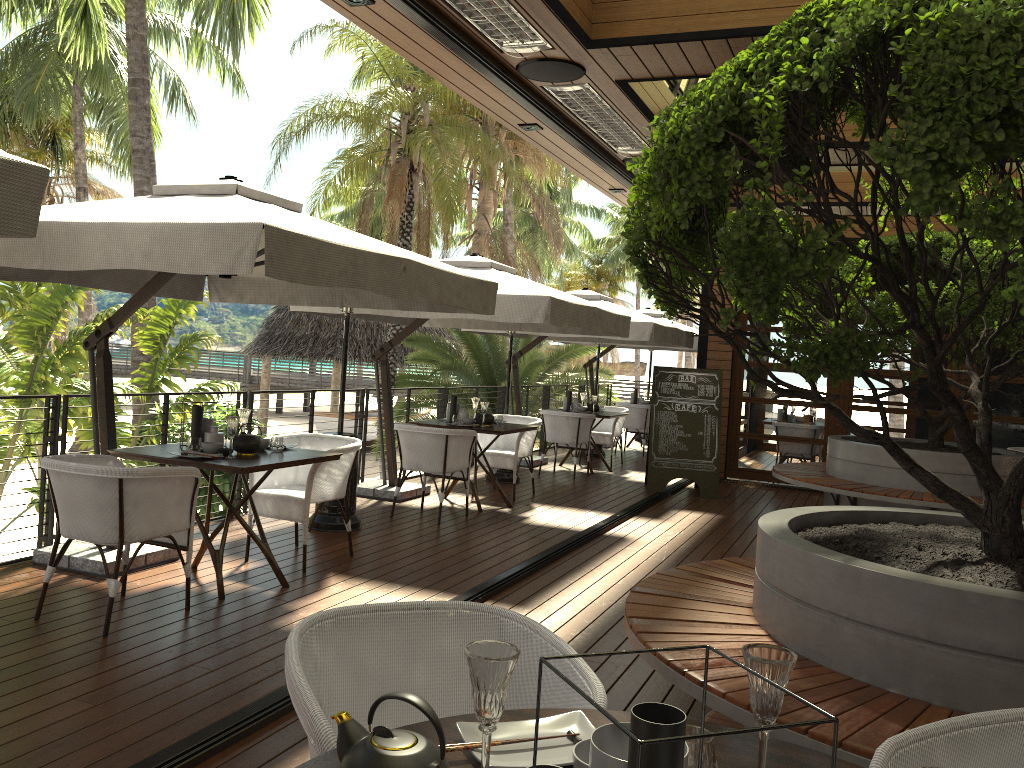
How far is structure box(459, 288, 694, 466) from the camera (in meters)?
9.82

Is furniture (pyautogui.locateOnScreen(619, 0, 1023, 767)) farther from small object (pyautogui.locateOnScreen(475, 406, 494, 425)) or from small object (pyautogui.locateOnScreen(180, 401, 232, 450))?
small object (pyautogui.locateOnScreen(475, 406, 494, 425))

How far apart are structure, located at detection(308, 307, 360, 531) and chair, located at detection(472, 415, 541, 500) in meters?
2.1

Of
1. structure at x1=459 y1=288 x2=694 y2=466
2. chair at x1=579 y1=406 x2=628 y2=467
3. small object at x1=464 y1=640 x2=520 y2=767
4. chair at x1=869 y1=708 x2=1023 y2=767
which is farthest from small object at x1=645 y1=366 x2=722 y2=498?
small object at x1=464 y1=640 x2=520 y2=767

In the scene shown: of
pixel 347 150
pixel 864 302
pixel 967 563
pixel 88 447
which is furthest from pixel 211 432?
pixel 347 150

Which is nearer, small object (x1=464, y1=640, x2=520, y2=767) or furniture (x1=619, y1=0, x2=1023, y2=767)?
small object (x1=464, y1=640, x2=520, y2=767)

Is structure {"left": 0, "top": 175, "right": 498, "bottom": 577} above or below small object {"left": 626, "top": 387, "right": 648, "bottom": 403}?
above

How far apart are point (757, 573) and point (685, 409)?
6.7 meters

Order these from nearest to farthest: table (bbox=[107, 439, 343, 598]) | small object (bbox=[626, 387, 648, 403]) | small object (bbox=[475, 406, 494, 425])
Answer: table (bbox=[107, 439, 343, 598]) < small object (bbox=[475, 406, 494, 425]) < small object (bbox=[626, 387, 648, 403])

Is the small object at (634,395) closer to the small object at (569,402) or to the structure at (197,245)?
the small object at (569,402)
